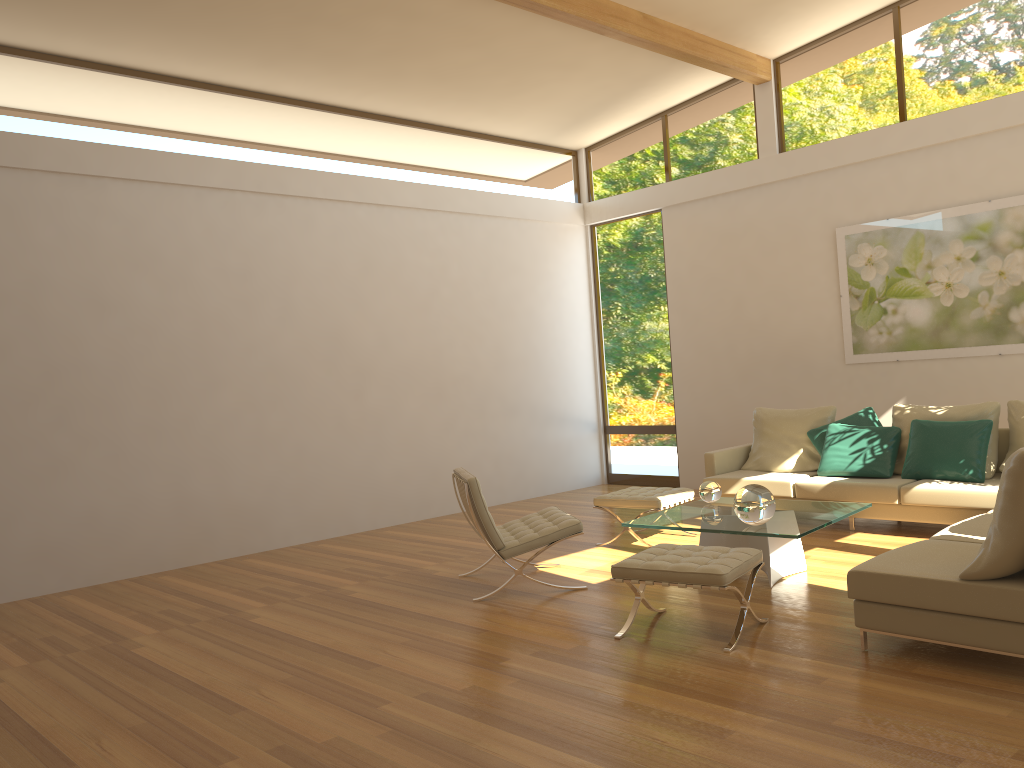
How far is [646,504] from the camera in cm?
663

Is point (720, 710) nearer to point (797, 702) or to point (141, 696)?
point (797, 702)

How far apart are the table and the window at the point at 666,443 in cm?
376

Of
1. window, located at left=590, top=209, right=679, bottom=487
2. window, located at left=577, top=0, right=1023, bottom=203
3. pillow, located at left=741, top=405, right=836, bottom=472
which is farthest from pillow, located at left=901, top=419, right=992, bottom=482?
window, located at left=590, top=209, right=679, bottom=487

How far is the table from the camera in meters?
5.1

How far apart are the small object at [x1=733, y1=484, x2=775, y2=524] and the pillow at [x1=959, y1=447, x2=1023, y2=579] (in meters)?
1.43

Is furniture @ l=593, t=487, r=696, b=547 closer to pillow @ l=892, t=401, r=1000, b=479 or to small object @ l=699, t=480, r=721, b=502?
small object @ l=699, t=480, r=721, b=502

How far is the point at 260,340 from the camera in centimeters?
774cm

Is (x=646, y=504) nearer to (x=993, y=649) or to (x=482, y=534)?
(x=482, y=534)

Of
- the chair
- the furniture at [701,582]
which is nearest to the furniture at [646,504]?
the chair
